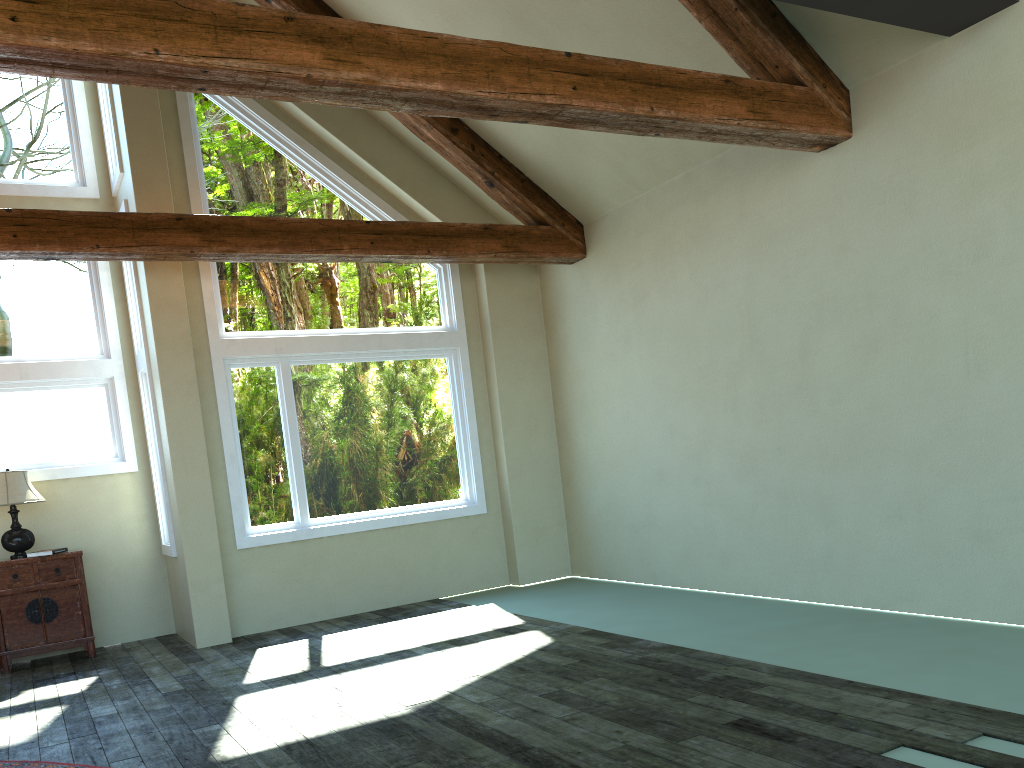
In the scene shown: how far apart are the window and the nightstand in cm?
72

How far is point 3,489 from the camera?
7.23m

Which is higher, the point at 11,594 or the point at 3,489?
the point at 3,489

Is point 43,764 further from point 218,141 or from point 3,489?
point 218,141

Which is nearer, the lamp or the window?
the lamp

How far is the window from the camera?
7.8m

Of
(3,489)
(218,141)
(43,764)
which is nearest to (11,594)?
(3,489)

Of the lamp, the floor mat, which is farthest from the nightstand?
the floor mat

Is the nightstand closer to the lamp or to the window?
the lamp

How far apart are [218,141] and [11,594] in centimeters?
427cm
